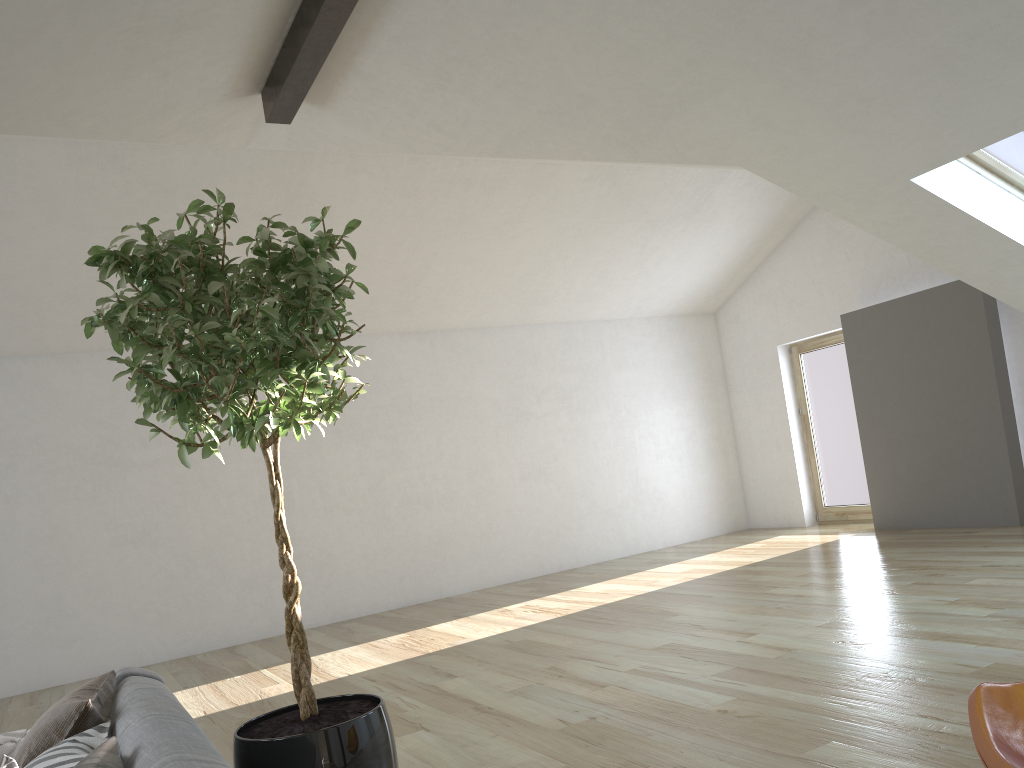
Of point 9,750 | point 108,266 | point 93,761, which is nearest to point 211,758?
point 93,761

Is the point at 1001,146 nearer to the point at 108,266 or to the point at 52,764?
the point at 108,266

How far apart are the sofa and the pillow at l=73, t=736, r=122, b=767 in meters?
0.0

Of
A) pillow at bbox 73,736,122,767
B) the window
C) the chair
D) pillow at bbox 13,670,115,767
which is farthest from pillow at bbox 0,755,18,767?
the window

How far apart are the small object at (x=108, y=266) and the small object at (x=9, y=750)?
0.84m

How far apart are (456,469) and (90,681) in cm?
662

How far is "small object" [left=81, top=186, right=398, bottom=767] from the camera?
2.18m

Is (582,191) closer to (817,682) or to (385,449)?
(385,449)

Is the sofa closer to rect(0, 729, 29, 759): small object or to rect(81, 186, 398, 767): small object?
rect(81, 186, 398, 767): small object

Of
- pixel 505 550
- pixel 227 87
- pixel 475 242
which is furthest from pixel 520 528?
pixel 227 87
